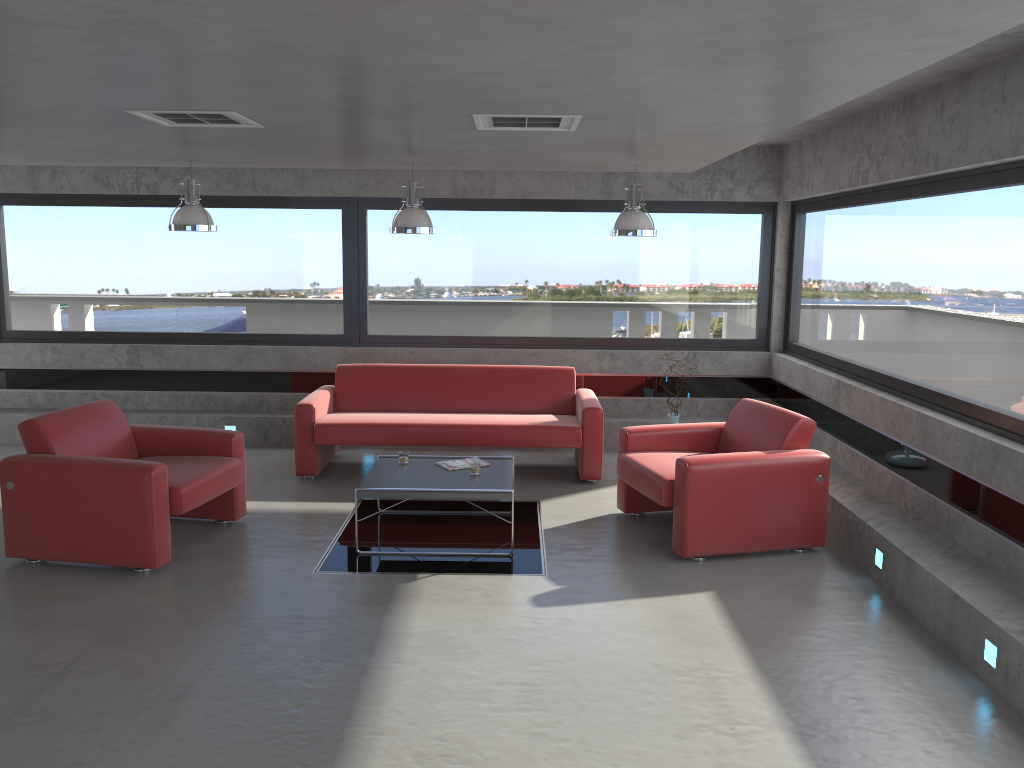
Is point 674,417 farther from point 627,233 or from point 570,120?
point 570,120

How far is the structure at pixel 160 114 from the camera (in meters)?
4.78

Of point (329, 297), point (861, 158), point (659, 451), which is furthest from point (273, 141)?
point (861, 158)

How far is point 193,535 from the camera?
6.1m

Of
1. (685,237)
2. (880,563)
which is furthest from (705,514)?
(685,237)

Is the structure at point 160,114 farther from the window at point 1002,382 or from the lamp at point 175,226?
the window at point 1002,382

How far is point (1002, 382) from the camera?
5.0 meters

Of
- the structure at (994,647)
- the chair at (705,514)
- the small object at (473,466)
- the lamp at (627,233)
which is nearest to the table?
the small object at (473,466)

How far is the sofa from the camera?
7.4m

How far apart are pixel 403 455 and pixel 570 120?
2.75m
